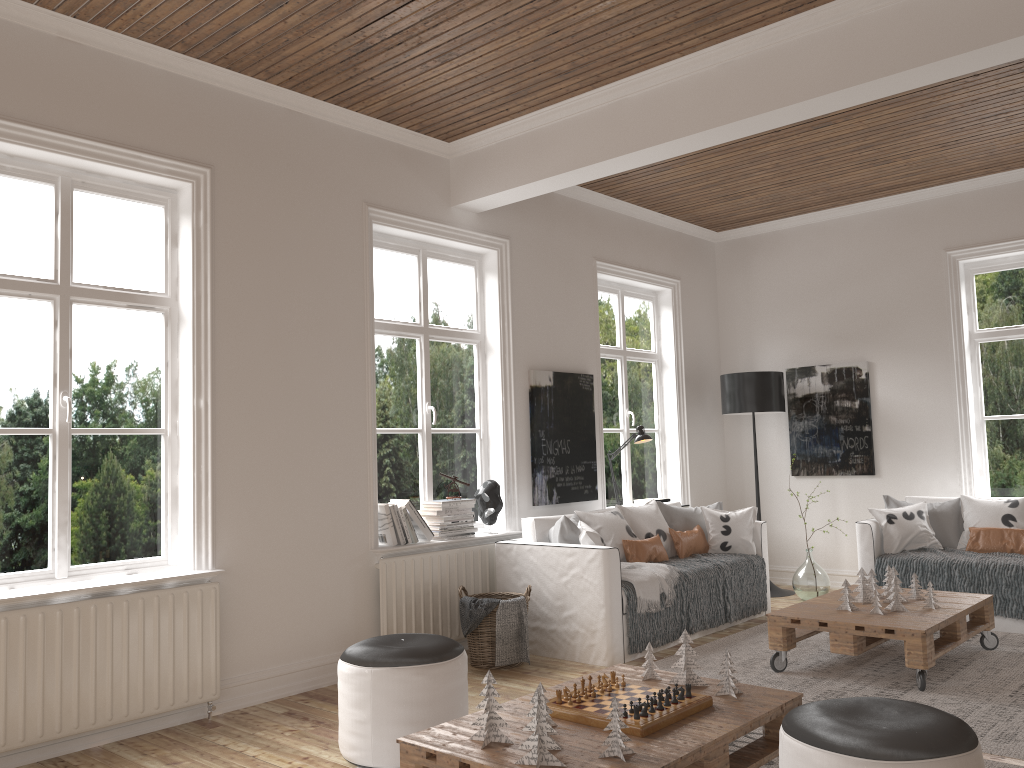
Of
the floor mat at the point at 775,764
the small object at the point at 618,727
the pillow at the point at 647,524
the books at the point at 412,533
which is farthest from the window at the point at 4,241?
the pillow at the point at 647,524

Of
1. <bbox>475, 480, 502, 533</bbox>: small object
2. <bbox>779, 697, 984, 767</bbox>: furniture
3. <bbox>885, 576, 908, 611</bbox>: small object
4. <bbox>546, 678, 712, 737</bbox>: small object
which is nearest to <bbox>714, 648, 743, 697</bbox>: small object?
<bbox>546, 678, 712, 737</bbox>: small object

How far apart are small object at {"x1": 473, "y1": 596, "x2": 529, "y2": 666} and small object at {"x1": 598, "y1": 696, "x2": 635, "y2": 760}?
2.28m

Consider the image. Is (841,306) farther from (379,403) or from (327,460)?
(327,460)

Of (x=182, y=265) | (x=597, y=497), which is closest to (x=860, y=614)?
(x=597, y=497)

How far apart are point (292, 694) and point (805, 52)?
3.92m

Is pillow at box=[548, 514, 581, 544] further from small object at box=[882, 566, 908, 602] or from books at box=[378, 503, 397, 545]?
small object at box=[882, 566, 908, 602]

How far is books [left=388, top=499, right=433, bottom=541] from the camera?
5.1 meters

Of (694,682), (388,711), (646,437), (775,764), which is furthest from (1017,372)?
(388,711)

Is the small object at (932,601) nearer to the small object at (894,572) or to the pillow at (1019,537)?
the small object at (894,572)
